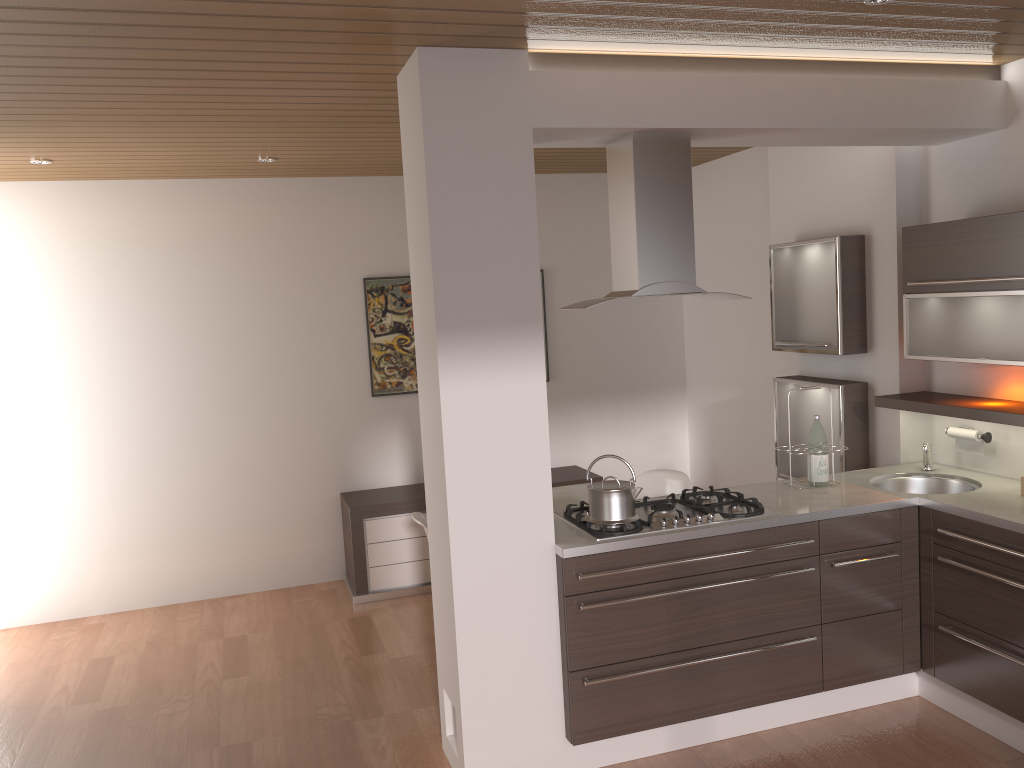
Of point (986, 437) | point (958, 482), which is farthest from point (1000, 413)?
point (958, 482)

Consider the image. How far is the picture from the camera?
5.97m

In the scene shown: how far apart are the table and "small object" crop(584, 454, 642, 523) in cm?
105

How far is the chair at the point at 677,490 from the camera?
4.8m

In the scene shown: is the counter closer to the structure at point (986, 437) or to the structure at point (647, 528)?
the structure at point (647, 528)

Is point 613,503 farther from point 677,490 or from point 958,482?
point 958,482

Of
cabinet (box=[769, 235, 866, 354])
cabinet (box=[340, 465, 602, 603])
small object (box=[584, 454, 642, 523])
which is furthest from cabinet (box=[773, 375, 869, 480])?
small object (box=[584, 454, 642, 523])

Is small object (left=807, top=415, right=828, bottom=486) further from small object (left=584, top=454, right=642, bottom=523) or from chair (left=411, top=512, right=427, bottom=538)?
chair (left=411, top=512, right=427, bottom=538)

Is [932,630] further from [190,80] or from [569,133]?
[190,80]

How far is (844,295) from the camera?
4.5m
